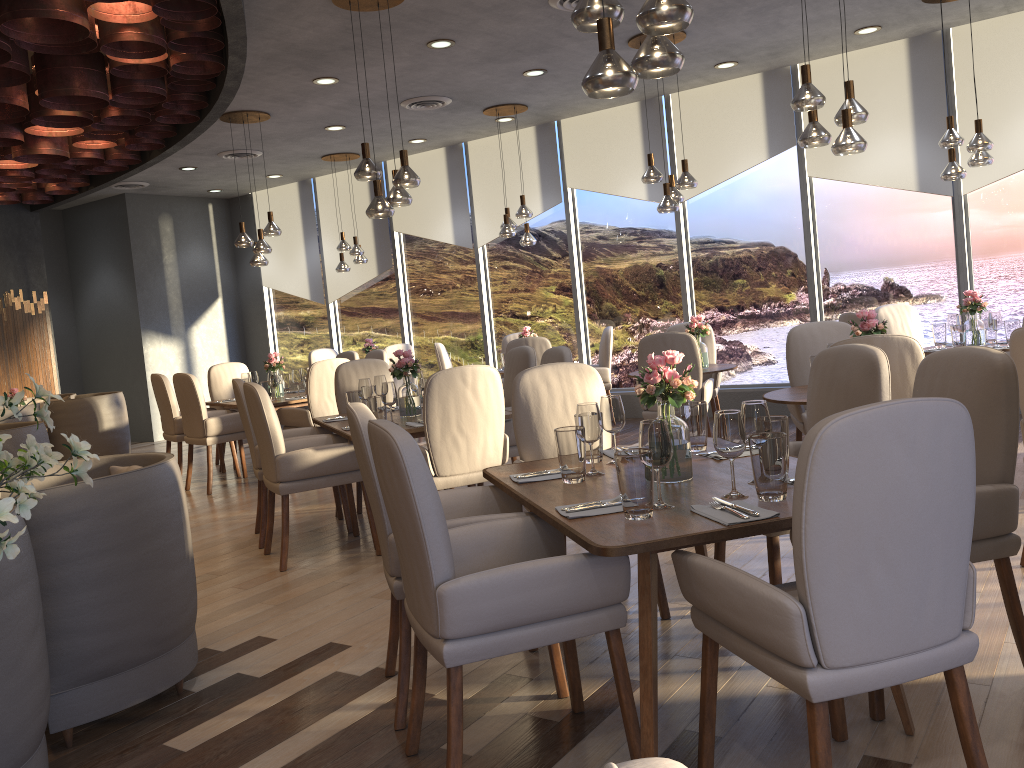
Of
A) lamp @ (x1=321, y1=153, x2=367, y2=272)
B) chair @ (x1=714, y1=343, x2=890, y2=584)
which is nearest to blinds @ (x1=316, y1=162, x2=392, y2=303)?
lamp @ (x1=321, y1=153, x2=367, y2=272)

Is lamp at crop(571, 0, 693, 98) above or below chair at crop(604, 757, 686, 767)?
above

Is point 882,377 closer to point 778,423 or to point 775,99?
point 778,423

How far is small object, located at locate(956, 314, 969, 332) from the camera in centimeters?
627cm

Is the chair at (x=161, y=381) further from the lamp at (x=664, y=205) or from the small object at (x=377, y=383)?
the lamp at (x=664, y=205)

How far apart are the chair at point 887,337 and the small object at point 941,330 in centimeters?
320cm

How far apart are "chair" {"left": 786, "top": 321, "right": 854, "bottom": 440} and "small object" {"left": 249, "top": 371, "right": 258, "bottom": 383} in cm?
499

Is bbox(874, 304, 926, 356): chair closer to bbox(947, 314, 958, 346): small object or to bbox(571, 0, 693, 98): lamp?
bbox(947, 314, 958, 346): small object

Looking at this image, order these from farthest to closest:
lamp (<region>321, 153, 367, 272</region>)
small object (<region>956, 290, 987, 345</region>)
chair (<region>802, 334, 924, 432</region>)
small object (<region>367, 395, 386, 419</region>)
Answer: lamp (<region>321, 153, 367, 272</region>)
small object (<region>956, 290, 987, 345</region>)
small object (<region>367, 395, 386, 419</region>)
chair (<region>802, 334, 924, 432</region>)

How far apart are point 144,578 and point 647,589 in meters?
1.7
